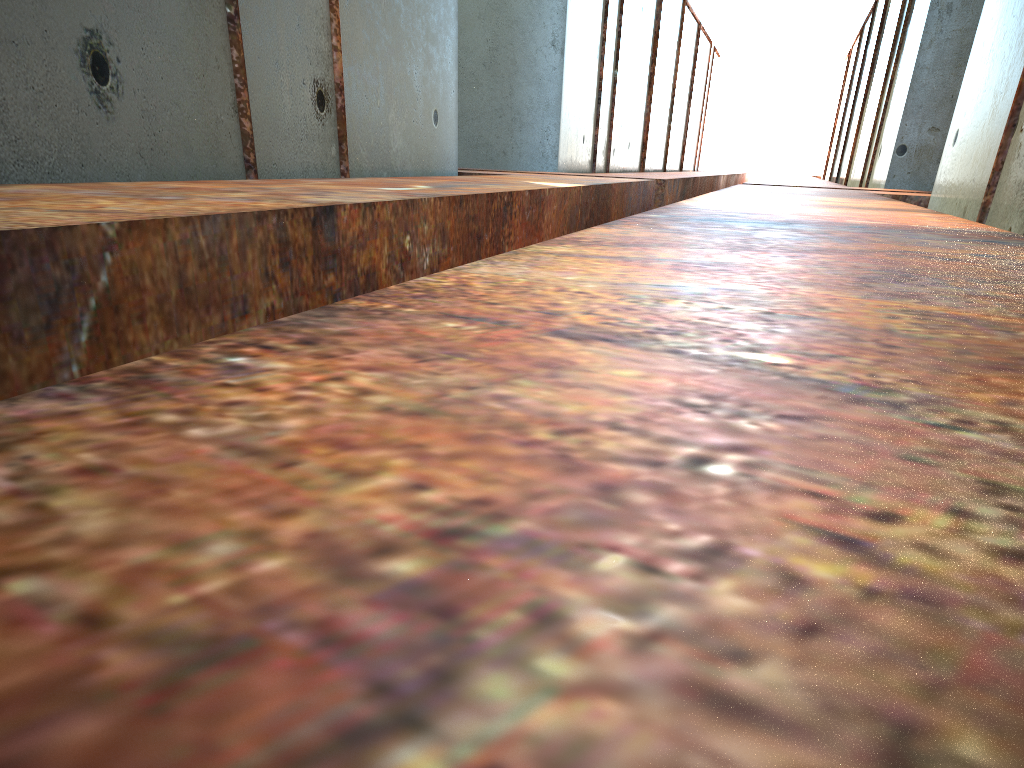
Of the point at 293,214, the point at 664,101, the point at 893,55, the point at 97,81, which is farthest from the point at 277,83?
the point at 664,101

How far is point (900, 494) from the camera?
0.5m
